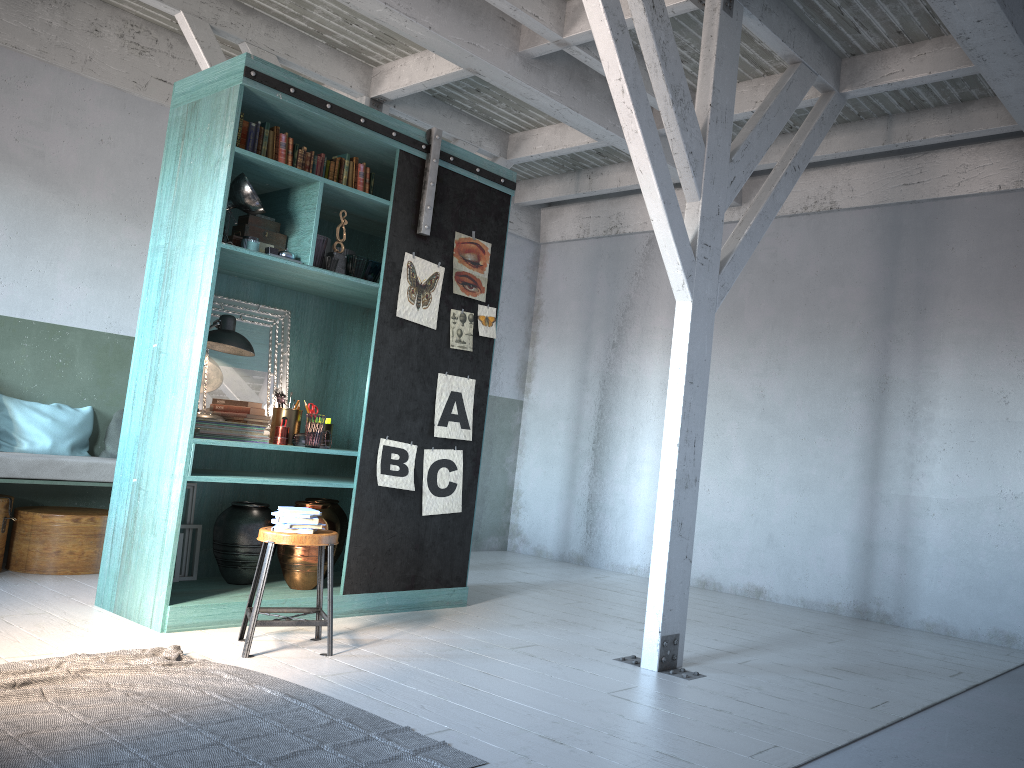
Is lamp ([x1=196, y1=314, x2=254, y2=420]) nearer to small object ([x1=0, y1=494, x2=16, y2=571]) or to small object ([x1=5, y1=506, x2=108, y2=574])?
small object ([x1=5, y1=506, x2=108, y2=574])

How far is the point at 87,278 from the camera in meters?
7.5

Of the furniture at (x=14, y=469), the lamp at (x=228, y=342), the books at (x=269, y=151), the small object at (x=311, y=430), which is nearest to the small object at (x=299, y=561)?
the small object at (x=311, y=430)

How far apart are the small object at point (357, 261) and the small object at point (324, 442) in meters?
1.1 m

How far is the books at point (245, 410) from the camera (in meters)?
5.93

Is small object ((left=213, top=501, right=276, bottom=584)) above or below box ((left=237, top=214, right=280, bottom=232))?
below

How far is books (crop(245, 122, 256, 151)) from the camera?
5.7 meters

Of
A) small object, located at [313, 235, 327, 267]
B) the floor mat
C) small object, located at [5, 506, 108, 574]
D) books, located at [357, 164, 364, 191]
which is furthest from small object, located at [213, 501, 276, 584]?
books, located at [357, 164, 364, 191]

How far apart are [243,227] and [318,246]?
0.5 meters

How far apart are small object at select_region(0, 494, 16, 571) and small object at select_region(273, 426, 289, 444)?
2.3 meters
